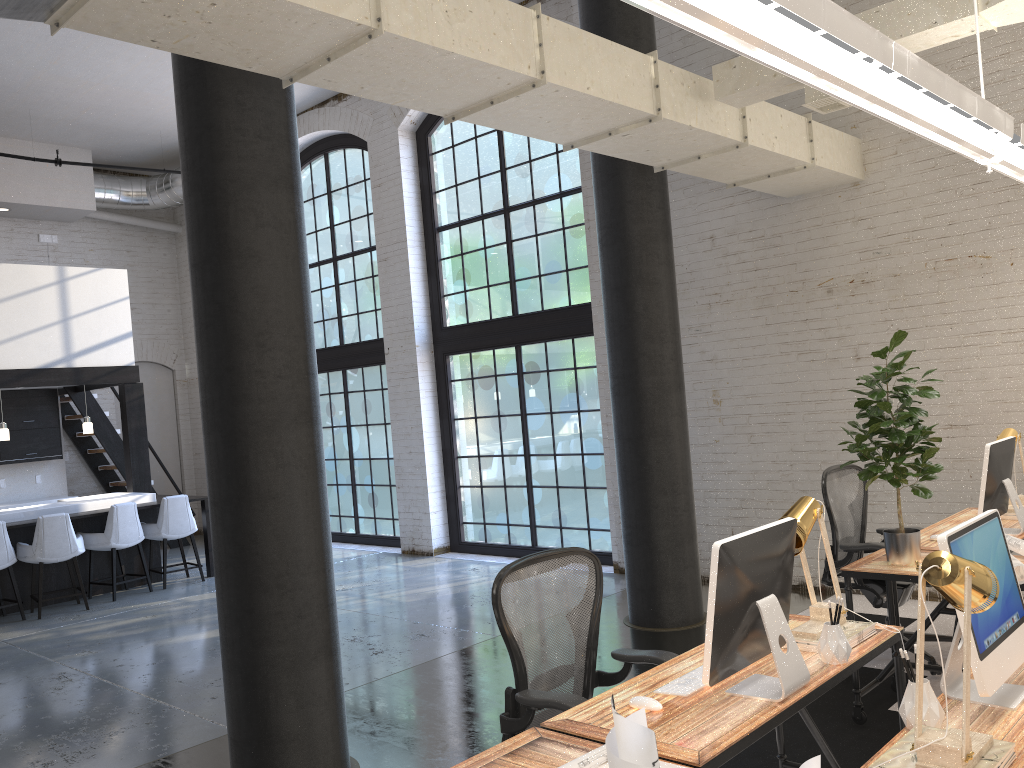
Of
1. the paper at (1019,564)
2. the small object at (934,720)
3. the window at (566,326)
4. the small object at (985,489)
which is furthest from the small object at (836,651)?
the window at (566,326)

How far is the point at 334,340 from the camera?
11.4 meters

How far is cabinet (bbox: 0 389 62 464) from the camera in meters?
11.0

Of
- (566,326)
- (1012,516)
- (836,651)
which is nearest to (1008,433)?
(1012,516)

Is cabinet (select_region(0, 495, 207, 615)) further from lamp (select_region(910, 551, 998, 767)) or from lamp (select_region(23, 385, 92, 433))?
lamp (select_region(910, 551, 998, 767))

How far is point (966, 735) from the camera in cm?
191

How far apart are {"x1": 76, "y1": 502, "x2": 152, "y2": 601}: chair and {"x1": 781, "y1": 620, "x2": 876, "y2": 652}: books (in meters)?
7.54

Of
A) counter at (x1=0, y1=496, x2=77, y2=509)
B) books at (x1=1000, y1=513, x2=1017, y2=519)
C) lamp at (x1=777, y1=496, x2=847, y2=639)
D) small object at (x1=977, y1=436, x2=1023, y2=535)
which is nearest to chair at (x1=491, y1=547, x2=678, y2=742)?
lamp at (x1=777, y1=496, x2=847, y2=639)

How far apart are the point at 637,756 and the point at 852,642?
2.0m

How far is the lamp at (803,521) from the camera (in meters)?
2.97
